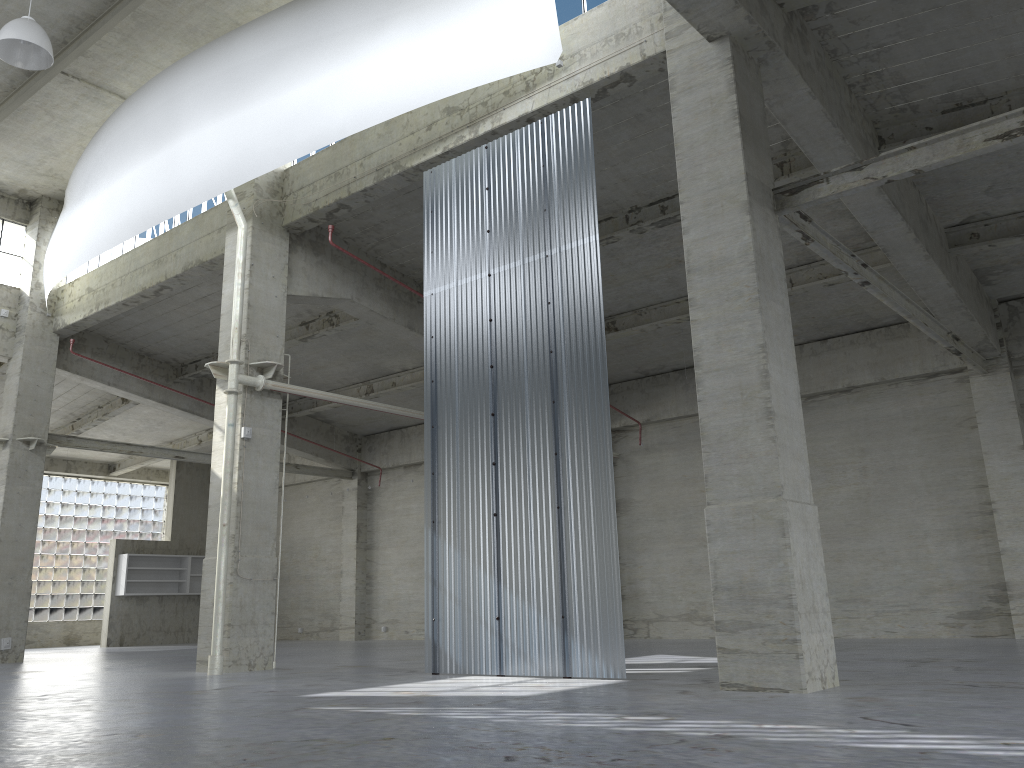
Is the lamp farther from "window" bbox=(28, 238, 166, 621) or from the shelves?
"window" bbox=(28, 238, 166, 621)

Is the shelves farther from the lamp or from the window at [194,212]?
the lamp

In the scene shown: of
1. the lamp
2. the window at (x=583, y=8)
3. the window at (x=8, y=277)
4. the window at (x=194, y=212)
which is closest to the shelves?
the window at (x=8, y=277)

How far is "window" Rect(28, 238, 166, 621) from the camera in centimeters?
4306cm

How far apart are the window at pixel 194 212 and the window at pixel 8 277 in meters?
1.7 m

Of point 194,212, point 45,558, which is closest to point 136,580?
point 45,558

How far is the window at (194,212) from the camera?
25.8 meters

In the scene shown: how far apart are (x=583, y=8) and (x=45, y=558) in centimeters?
3898cm

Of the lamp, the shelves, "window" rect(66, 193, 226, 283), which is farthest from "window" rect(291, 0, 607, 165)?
the shelves

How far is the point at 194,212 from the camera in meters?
25.8
